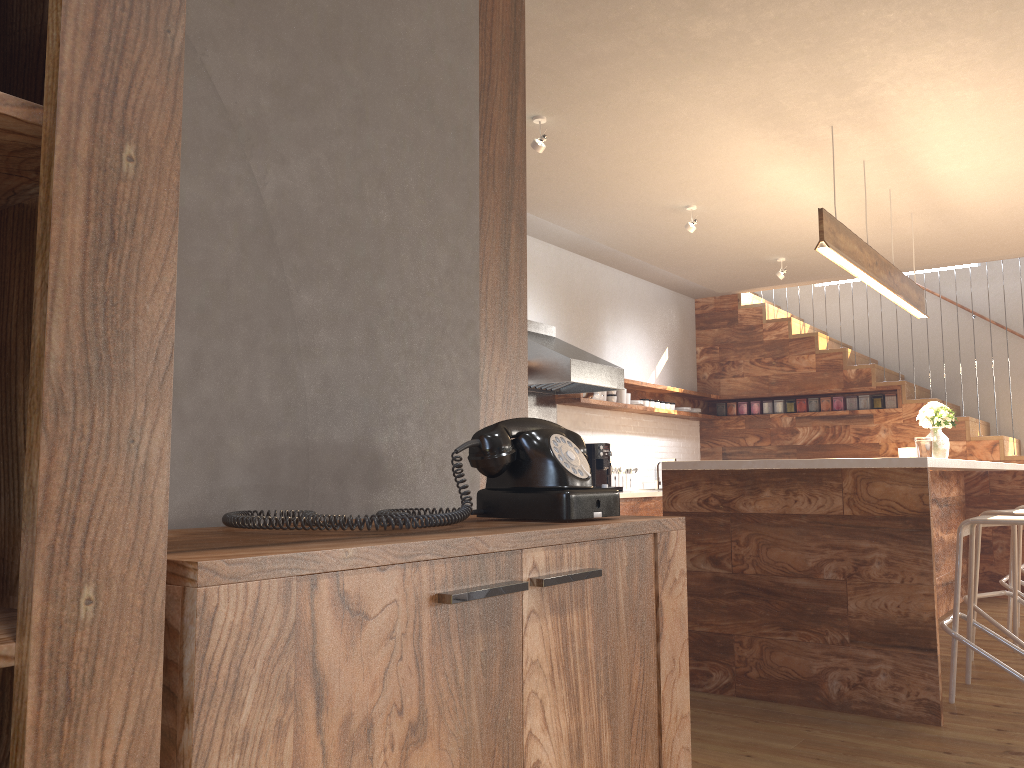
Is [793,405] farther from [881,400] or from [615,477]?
[615,477]

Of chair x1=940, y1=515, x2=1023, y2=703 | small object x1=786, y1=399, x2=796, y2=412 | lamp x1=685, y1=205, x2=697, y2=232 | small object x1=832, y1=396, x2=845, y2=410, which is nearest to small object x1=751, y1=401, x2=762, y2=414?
small object x1=786, y1=399, x2=796, y2=412

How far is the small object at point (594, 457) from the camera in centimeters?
715cm

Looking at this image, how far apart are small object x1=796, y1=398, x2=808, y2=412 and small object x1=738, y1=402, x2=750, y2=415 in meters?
0.6 m

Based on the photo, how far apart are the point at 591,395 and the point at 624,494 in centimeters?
93cm

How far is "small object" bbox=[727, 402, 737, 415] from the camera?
9.23m

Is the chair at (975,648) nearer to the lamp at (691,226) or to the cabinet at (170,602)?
the cabinet at (170,602)

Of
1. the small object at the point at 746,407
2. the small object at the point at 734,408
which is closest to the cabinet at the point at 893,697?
the small object at the point at 746,407

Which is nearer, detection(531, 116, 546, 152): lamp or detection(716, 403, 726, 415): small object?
detection(531, 116, 546, 152): lamp

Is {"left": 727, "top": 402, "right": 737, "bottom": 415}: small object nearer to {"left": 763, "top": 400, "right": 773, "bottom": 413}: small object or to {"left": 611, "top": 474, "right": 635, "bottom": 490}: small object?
{"left": 763, "top": 400, "right": 773, "bottom": 413}: small object
